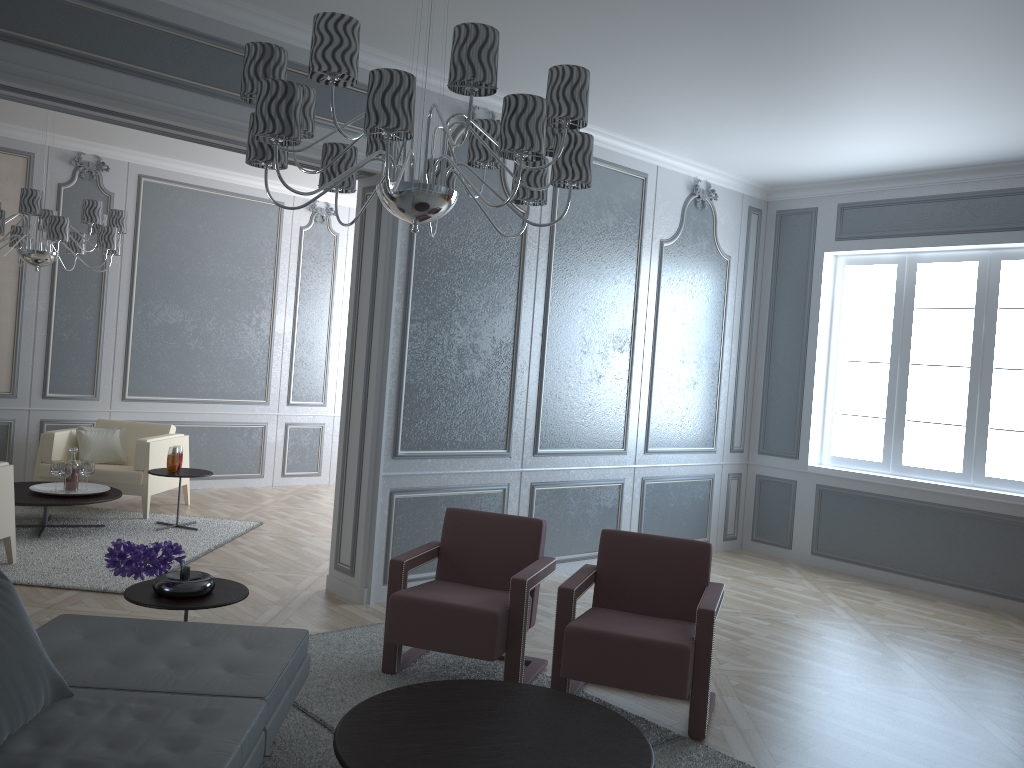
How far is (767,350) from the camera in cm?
668

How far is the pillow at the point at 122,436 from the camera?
6.7 meters

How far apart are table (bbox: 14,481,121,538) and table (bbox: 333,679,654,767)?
3.51m

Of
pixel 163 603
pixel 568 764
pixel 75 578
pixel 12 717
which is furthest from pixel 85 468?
pixel 568 764

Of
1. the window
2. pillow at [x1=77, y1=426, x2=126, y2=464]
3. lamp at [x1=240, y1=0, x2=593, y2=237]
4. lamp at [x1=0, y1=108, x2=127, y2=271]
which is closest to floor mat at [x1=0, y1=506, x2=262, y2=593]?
pillow at [x1=77, y1=426, x2=126, y2=464]

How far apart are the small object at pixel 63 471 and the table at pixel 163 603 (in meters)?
2.86

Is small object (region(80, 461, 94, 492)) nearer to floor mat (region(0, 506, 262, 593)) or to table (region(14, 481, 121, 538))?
table (region(14, 481, 121, 538))

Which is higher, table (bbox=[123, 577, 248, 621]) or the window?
the window

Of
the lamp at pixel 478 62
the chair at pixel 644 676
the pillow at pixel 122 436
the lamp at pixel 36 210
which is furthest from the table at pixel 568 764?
the pillow at pixel 122 436

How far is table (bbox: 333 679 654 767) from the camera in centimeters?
233cm
